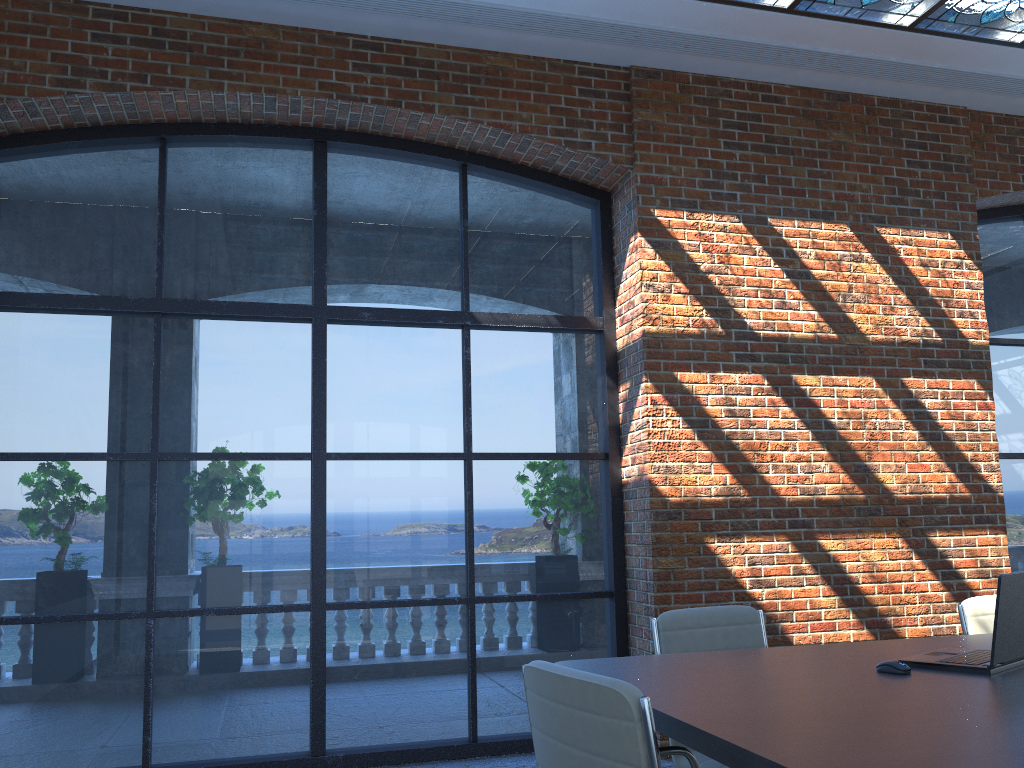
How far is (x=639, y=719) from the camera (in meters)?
1.81

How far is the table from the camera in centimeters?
168cm

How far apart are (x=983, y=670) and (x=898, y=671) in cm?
23

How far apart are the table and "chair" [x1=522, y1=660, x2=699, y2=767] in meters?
0.1

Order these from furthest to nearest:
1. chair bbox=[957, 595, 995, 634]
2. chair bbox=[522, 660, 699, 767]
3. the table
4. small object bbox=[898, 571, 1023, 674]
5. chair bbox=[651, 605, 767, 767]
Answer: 1. chair bbox=[957, 595, 995, 634]
2. chair bbox=[651, 605, 767, 767]
3. small object bbox=[898, 571, 1023, 674]
4. chair bbox=[522, 660, 699, 767]
5. the table

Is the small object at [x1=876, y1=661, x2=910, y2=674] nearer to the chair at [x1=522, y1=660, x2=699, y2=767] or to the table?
the table

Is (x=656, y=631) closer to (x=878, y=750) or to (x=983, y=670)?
(x=983, y=670)

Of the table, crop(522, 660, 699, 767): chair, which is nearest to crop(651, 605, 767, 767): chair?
the table

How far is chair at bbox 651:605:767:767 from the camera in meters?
3.4 m

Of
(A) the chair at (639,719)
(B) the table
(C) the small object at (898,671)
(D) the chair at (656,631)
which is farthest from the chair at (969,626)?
(A) the chair at (639,719)
